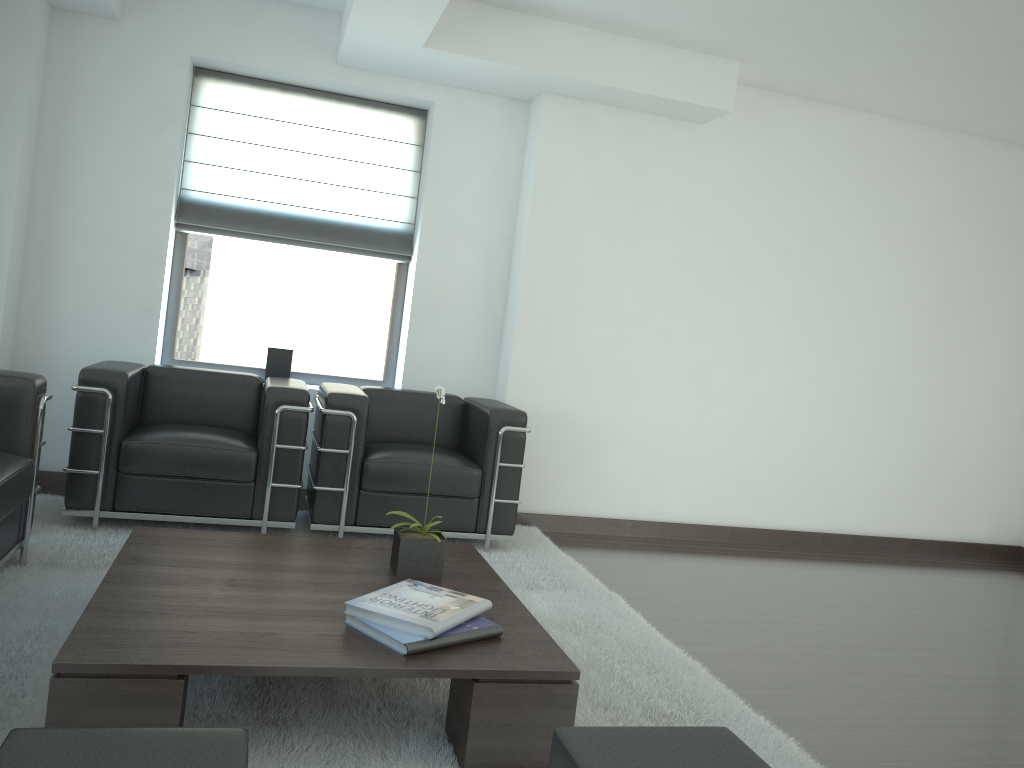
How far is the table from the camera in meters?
3.1

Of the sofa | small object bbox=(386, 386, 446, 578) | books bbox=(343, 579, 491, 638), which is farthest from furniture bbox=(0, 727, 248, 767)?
the sofa

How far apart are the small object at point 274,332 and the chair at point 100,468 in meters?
0.8 m

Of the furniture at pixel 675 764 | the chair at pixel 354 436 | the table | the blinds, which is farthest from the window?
the furniture at pixel 675 764

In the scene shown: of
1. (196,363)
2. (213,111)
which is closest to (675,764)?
(196,363)

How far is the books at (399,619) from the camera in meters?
3.6 m

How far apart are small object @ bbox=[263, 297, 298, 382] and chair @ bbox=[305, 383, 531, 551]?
0.8m

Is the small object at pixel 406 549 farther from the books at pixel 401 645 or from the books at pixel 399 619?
the books at pixel 401 645

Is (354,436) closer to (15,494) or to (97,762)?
(15,494)

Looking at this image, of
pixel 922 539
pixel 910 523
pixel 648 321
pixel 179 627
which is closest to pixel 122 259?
pixel 648 321
